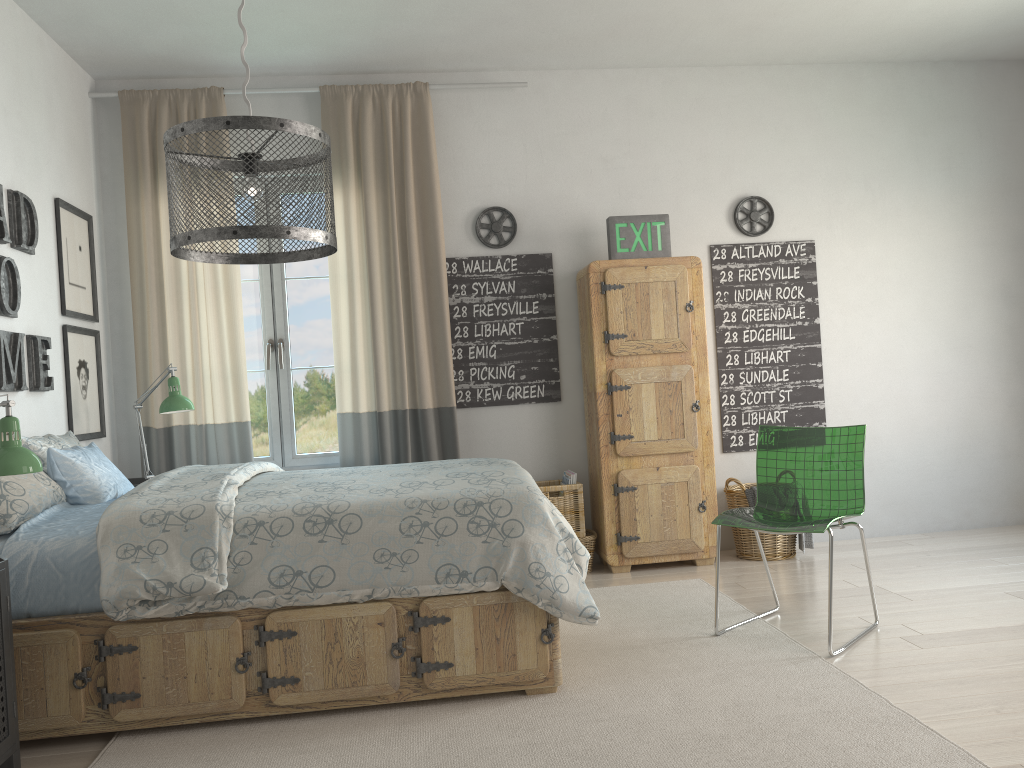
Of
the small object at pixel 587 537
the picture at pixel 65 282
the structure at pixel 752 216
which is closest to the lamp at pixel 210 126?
the picture at pixel 65 282

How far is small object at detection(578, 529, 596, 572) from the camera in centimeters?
448cm

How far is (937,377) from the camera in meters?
5.0 m

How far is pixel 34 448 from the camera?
3.23m

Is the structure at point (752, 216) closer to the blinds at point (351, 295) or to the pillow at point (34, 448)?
the blinds at point (351, 295)

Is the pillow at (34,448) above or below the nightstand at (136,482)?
above

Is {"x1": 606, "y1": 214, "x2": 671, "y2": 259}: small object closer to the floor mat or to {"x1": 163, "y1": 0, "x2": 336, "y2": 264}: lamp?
the floor mat

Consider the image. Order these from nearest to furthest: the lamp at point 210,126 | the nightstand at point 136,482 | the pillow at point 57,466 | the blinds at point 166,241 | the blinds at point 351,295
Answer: the lamp at point 210,126
the pillow at point 57,466
the nightstand at point 136,482
the blinds at point 166,241
the blinds at point 351,295

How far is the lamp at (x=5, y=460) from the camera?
2.36m

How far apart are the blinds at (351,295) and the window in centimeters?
15cm
